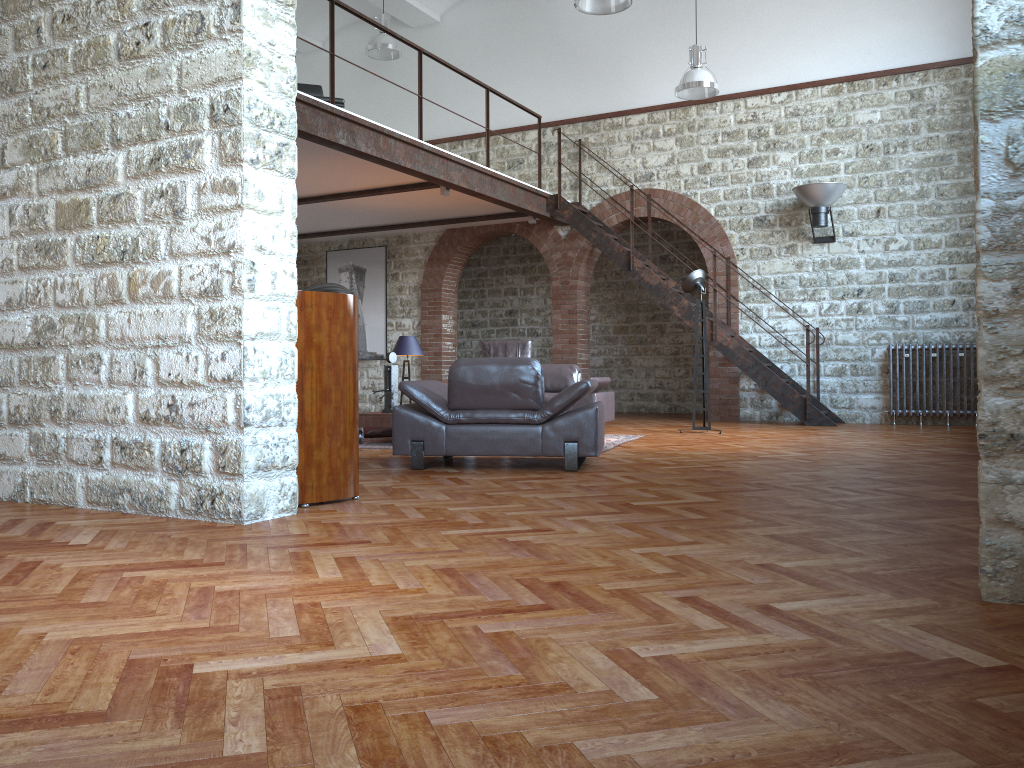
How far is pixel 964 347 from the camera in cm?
1035

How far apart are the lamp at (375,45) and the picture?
2.9 meters

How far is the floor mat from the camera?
8.0m

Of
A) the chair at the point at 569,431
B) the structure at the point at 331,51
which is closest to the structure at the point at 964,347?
the chair at the point at 569,431

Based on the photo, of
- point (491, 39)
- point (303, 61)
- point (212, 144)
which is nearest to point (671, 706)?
point (212, 144)

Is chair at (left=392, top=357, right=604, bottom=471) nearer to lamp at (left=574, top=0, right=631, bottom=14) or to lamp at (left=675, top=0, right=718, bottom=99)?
lamp at (left=574, top=0, right=631, bottom=14)

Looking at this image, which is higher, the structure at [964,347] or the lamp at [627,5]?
the lamp at [627,5]

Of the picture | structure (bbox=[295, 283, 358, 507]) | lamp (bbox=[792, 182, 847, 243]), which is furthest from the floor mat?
the picture

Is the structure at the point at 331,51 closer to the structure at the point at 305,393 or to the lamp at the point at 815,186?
the lamp at the point at 815,186

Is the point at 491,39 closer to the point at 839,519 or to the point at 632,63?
the point at 632,63
